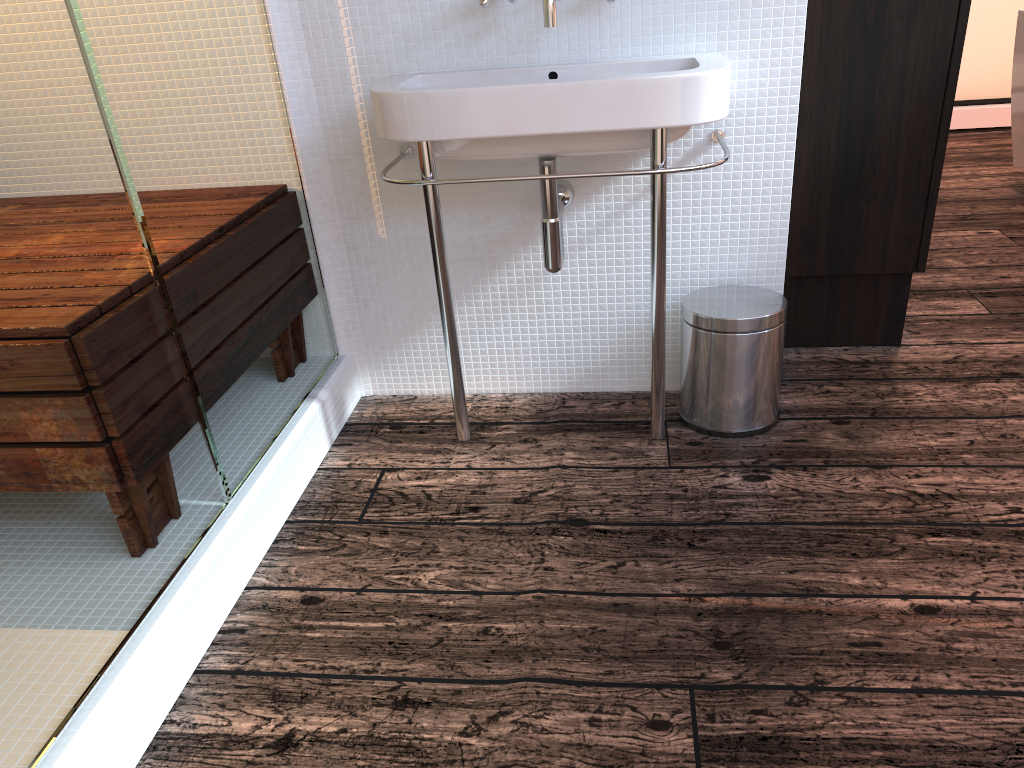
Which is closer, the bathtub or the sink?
the sink

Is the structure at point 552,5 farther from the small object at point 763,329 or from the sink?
the small object at point 763,329

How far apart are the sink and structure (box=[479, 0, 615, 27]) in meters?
0.1

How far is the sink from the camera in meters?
1.5 m

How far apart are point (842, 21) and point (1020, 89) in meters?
2.0

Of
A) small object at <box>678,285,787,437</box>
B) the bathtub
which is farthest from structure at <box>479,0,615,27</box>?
the bathtub

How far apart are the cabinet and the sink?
0.33m

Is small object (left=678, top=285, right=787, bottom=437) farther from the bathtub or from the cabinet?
the bathtub

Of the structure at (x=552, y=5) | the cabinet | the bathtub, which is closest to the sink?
the structure at (x=552, y=5)

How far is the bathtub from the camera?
3.50m
